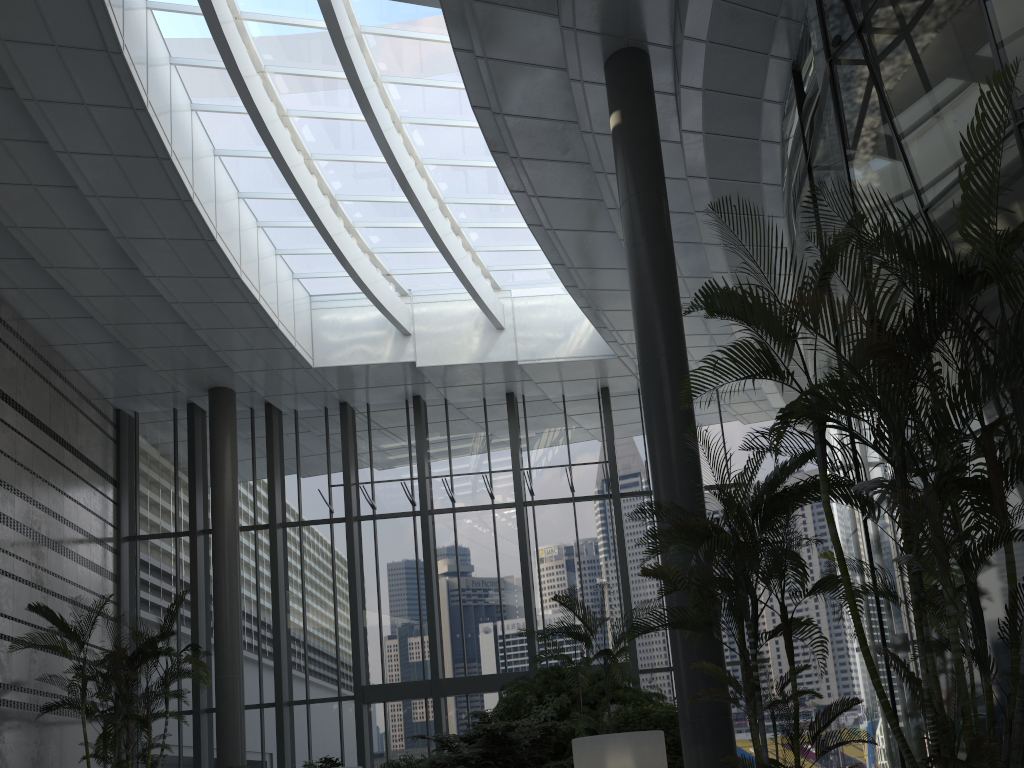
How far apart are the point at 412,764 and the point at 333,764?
1.0 meters

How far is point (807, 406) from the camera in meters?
4.1 m

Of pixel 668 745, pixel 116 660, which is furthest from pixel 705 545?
pixel 116 660

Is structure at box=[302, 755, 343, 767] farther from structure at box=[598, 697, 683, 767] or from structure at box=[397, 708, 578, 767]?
structure at box=[598, 697, 683, 767]

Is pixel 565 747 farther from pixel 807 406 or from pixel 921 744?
pixel 807 406

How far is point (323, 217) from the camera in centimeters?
1312cm

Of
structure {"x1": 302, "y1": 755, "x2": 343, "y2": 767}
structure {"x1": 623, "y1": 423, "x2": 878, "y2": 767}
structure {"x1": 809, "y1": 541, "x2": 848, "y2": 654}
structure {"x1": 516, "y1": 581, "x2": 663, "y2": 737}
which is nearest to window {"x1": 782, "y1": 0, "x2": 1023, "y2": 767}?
structure {"x1": 623, "y1": 423, "x2": 878, "y2": 767}

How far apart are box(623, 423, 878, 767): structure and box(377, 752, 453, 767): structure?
5.7 meters

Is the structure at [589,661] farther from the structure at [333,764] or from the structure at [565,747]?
the structure at [333,764]

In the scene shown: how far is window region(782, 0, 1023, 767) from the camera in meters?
6.1 m
